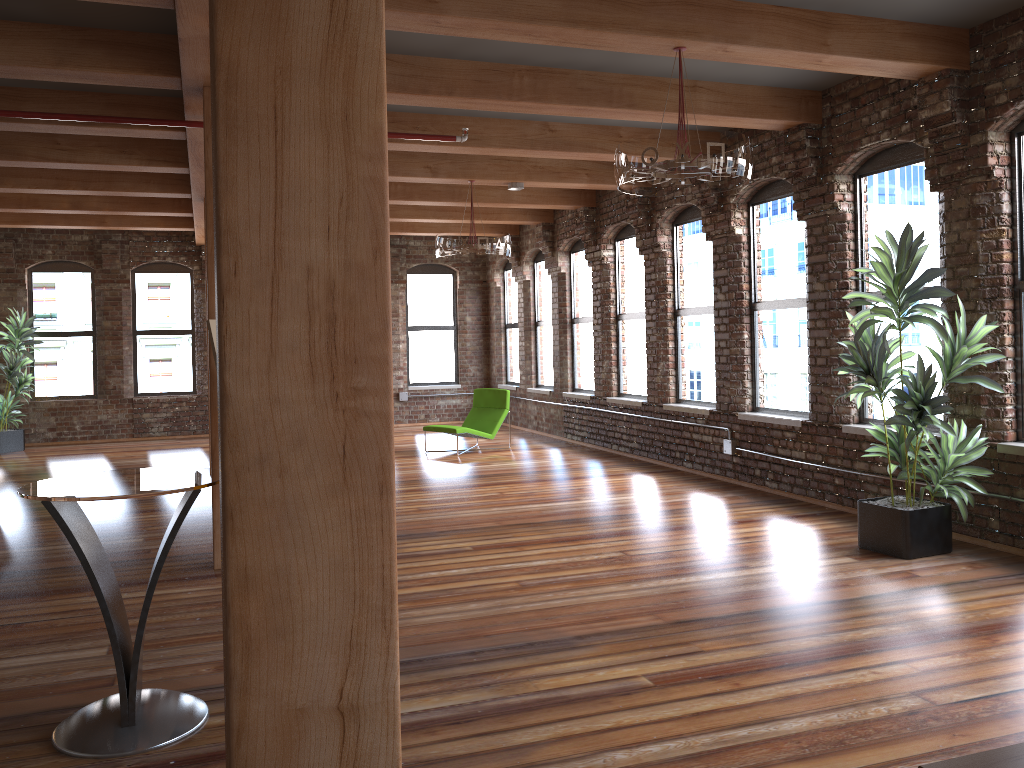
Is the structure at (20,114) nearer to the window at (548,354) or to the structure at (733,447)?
the structure at (733,447)

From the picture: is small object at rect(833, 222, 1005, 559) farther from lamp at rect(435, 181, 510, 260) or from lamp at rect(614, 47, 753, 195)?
lamp at rect(435, 181, 510, 260)

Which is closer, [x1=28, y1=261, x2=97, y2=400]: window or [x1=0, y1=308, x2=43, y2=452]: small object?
[x1=0, y1=308, x2=43, y2=452]: small object

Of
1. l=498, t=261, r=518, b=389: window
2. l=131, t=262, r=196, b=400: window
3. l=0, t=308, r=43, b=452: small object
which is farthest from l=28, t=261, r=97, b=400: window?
l=498, t=261, r=518, b=389: window

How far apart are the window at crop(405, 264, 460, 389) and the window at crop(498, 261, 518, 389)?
1.1m

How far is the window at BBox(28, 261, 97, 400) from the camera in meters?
13.7 m

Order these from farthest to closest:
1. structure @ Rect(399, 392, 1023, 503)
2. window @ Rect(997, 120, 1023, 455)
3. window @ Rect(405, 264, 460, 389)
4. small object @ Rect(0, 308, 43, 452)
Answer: window @ Rect(405, 264, 460, 389) < small object @ Rect(0, 308, 43, 452) < structure @ Rect(399, 392, 1023, 503) < window @ Rect(997, 120, 1023, 455)

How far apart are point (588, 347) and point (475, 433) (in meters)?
2.06

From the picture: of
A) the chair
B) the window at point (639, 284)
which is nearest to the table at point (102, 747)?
the window at point (639, 284)

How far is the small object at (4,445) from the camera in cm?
1266
